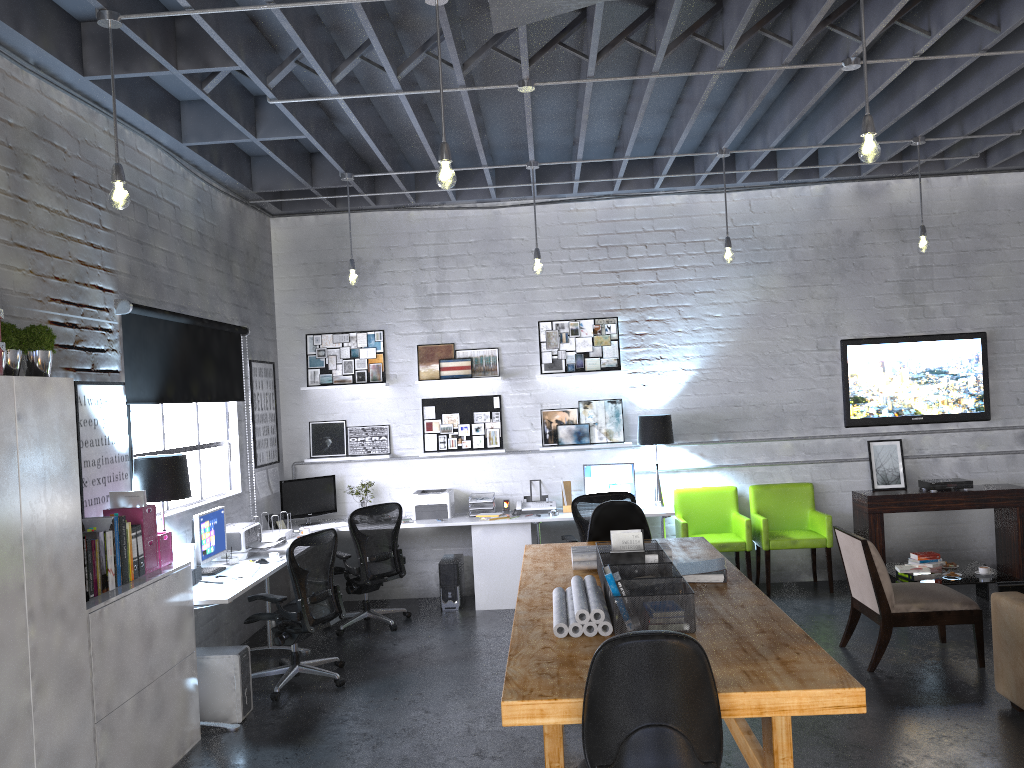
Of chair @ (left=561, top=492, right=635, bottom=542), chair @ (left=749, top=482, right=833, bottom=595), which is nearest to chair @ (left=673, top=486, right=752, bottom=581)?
chair @ (left=749, top=482, right=833, bottom=595)

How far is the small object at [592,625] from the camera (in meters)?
3.40

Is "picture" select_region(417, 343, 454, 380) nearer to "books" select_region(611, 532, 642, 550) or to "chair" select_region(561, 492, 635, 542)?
"chair" select_region(561, 492, 635, 542)

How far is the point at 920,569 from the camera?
6.8 meters

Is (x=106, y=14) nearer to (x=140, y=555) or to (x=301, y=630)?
(x=140, y=555)

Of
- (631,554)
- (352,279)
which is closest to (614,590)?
(631,554)

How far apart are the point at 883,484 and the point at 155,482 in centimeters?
622cm

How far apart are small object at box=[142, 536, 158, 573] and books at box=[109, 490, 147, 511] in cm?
21

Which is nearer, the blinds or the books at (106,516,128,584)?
the books at (106,516,128,584)

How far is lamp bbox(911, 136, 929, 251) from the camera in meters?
6.8
